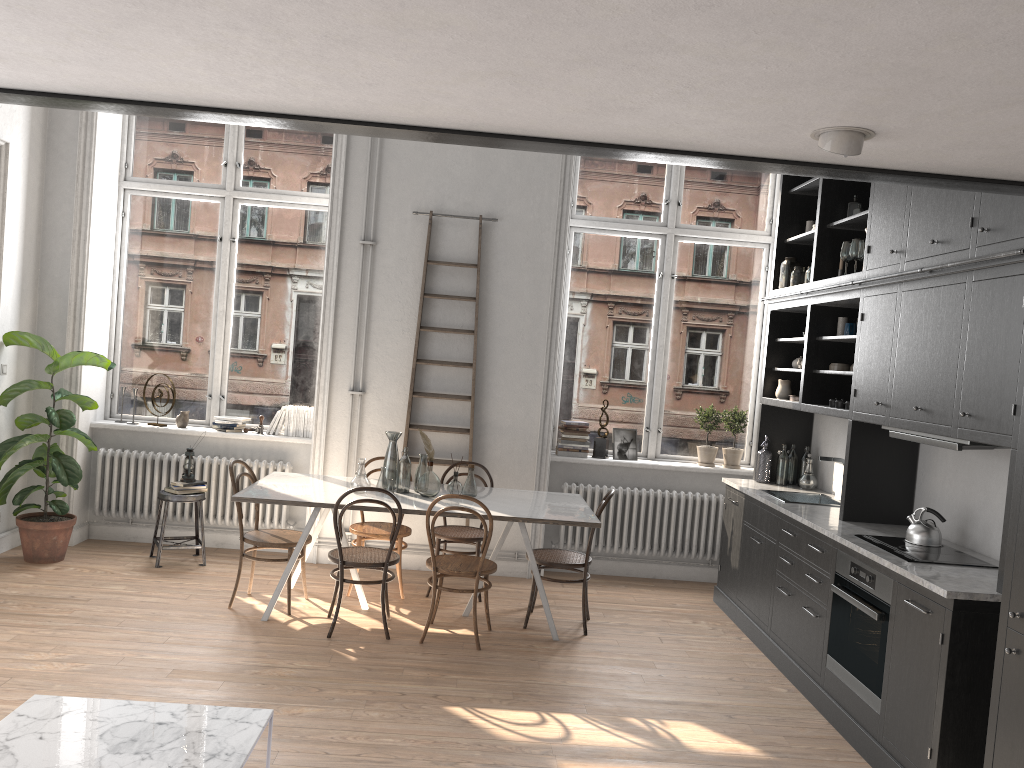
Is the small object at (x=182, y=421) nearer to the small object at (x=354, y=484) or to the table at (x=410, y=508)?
the table at (x=410, y=508)

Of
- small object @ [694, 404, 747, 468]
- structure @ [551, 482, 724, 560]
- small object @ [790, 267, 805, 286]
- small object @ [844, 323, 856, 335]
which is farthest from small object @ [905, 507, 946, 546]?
small object @ [694, 404, 747, 468]

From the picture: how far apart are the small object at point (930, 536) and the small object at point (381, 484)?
3.1 meters

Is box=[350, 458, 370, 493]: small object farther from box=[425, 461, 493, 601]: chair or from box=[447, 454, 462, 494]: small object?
box=[425, 461, 493, 601]: chair

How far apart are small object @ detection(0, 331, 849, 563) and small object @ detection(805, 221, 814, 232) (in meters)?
5.15

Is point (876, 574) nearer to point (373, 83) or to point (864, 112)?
point (864, 112)

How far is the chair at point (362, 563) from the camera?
5.22m

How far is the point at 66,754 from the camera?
2.74m

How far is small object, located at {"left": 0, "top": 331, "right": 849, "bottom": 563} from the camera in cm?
619

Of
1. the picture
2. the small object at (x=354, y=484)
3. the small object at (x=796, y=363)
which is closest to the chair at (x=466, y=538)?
the small object at (x=354, y=484)
